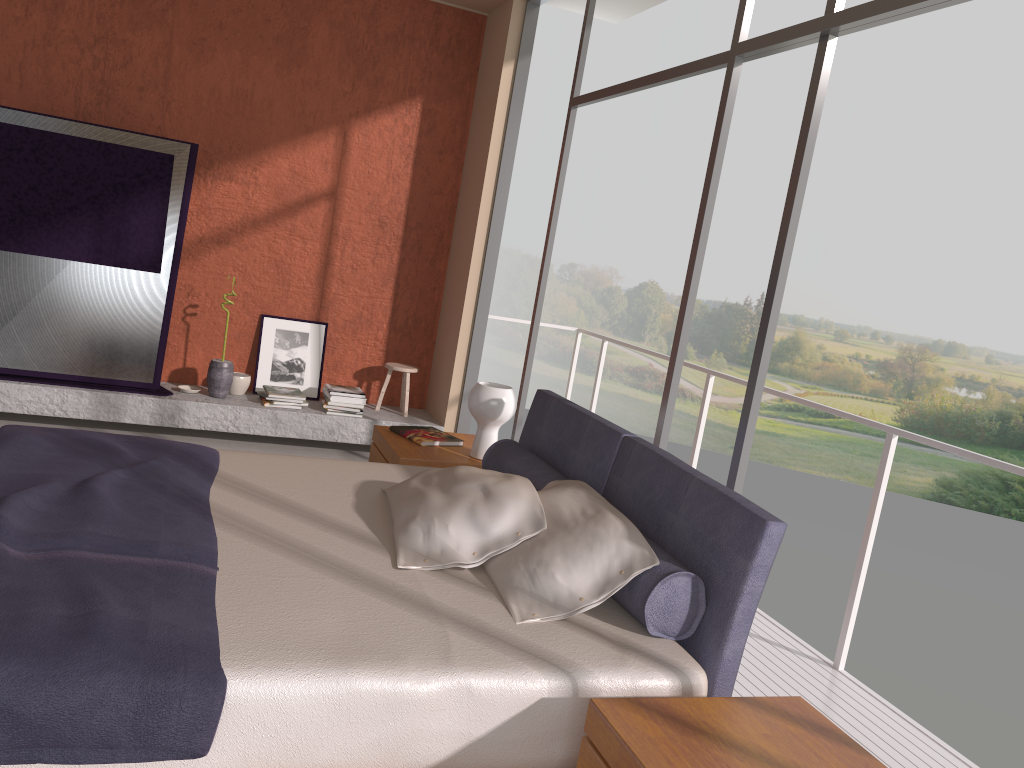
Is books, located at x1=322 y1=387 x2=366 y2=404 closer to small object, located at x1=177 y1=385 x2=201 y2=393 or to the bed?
small object, located at x1=177 y1=385 x2=201 y2=393

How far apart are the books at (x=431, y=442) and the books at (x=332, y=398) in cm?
171

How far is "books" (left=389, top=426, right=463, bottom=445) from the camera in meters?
4.1 m

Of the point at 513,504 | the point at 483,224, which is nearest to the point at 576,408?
the point at 513,504

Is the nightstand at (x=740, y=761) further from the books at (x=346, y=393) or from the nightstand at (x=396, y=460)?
the books at (x=346, y=393)

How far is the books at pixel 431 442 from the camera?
4.1 meters

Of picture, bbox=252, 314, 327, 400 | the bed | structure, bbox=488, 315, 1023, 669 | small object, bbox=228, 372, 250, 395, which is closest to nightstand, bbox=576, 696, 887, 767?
the bed

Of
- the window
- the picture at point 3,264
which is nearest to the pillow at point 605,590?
the window

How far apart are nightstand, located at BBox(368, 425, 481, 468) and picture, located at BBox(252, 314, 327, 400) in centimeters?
206cm

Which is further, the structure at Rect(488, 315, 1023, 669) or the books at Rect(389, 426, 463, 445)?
the books at Rect(389, 426, 463, 445)
